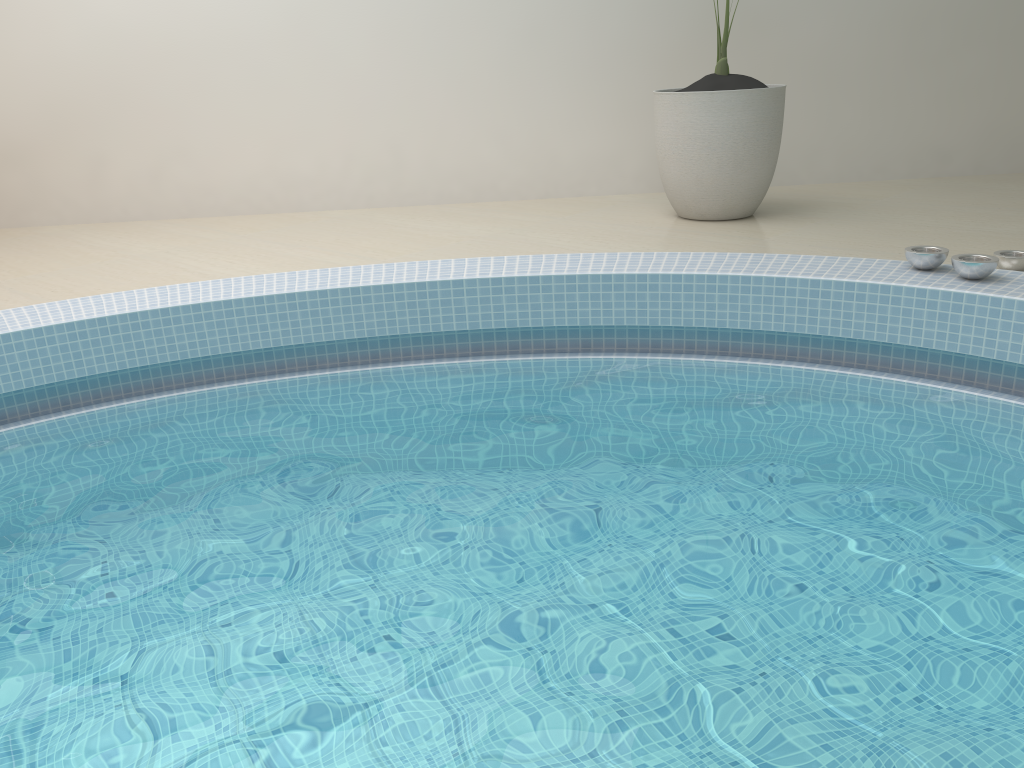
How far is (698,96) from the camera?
4.26m

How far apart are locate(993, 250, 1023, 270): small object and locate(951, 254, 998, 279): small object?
0.39m

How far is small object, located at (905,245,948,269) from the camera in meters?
3.0

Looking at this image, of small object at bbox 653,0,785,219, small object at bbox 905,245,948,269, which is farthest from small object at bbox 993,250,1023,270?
small object at bbox 653,0,785,219

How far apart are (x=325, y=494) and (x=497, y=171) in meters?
3.5 m

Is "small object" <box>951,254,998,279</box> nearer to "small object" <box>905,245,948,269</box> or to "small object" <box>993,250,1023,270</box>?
"small object" <box>905,245,948,269</box>

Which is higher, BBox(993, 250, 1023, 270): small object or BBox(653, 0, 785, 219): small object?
BBox(653, 0, 785, 219): small object

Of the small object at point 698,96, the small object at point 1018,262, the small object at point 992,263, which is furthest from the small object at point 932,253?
the small object at point 698,96

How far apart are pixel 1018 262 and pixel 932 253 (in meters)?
0.47

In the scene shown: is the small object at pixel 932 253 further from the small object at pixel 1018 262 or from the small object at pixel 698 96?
the small object at pixel 698 96
